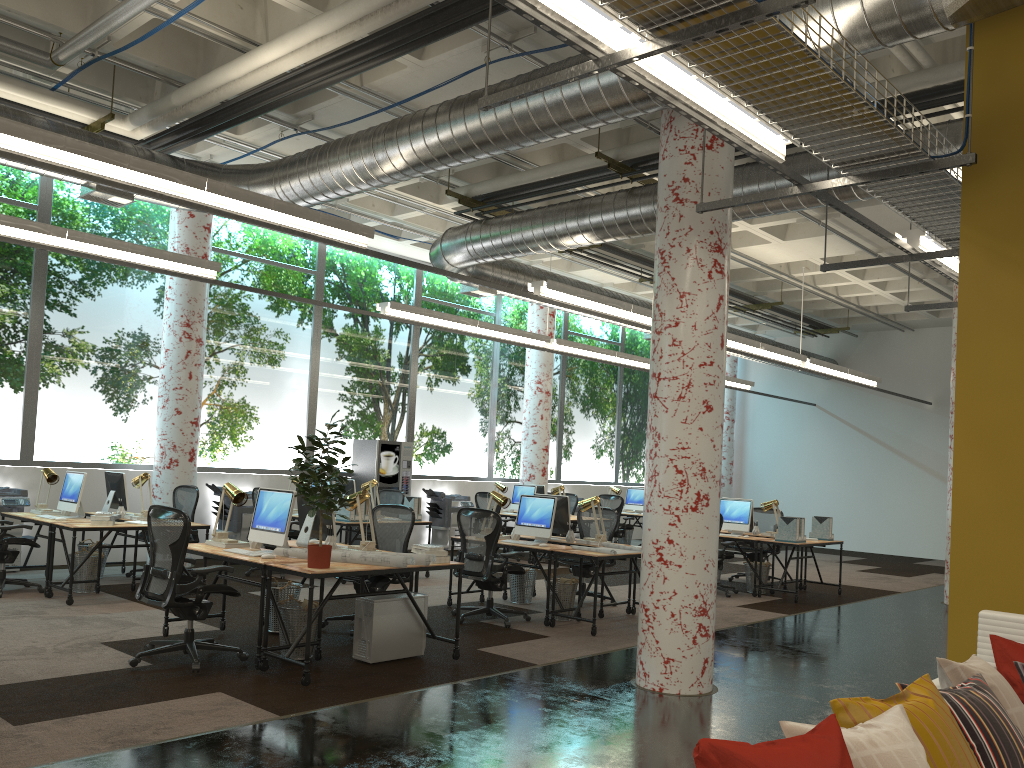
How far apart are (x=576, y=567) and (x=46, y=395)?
6.8m

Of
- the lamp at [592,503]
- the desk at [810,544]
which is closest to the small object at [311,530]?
the lamp at [592,503]

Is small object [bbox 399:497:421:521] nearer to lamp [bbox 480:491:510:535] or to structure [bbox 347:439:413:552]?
lamp [bbox 480:491:510:535]

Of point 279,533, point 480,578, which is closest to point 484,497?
point 480,578

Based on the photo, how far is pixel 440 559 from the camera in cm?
655

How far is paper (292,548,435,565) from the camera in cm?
630

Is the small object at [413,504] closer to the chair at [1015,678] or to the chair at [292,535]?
the chair at [292,535]

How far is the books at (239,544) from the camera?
6.92m

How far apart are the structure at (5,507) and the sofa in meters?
9.8

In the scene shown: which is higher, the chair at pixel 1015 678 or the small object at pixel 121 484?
the small object at pixel 121 484
